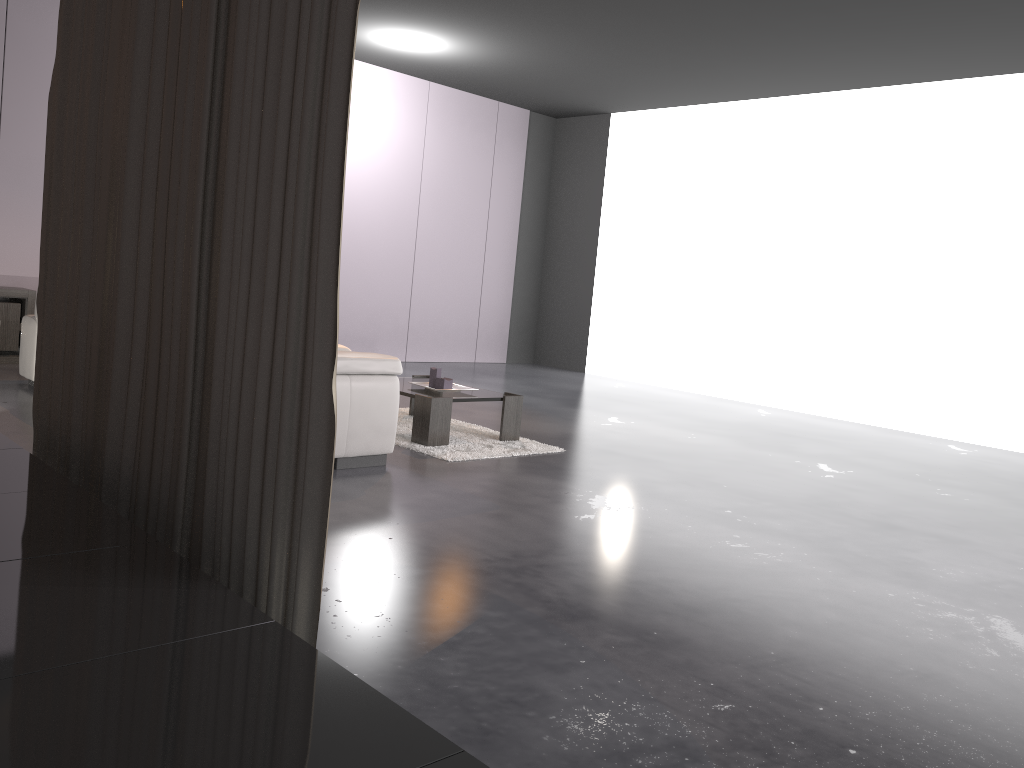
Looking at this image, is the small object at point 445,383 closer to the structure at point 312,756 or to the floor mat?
the floor mat

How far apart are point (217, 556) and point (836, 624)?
1.8m

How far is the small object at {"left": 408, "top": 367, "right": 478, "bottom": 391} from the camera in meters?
5.2

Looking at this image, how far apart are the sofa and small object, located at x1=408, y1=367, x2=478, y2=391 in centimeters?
94cm

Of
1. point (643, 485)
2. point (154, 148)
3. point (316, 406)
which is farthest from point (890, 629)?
point (154, 148)

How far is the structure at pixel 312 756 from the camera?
1.2m

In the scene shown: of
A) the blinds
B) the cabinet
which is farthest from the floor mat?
the cabinet

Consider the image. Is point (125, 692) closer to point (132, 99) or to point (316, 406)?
point (316, 406)

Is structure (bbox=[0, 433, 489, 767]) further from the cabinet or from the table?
the cabinet

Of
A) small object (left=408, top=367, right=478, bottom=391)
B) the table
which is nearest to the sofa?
the table
